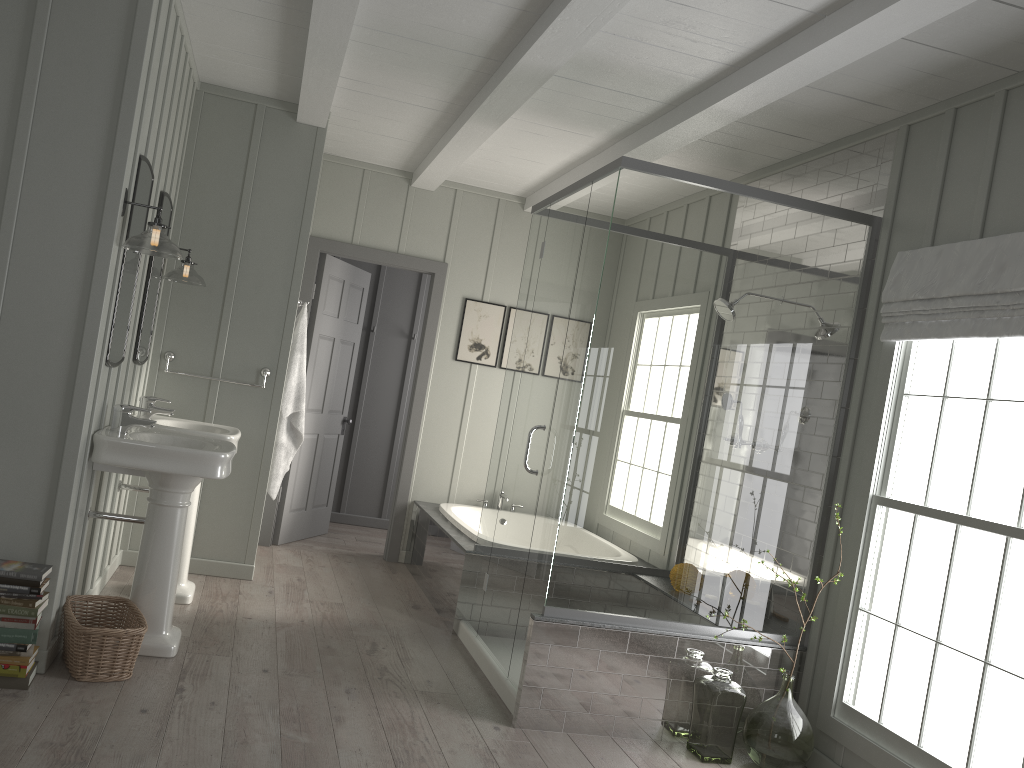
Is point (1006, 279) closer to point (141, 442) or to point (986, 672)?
point (986, 672)

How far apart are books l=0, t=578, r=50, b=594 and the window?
3.1 meters

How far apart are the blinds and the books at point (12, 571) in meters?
3.4

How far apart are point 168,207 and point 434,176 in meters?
1.9 m

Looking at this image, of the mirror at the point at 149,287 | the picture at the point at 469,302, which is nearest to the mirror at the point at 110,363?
the mirror at the point at 149,287

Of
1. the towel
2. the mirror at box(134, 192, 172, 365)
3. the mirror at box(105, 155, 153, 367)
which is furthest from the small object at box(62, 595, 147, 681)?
the towel

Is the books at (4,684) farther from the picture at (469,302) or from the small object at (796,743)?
the picture at (469,302)

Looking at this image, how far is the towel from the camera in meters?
5.2 m

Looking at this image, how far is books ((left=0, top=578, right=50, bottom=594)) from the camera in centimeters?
301cm

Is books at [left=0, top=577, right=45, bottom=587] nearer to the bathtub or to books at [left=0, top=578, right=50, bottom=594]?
books at [left=0, top=578, right=50, bottom=594]
